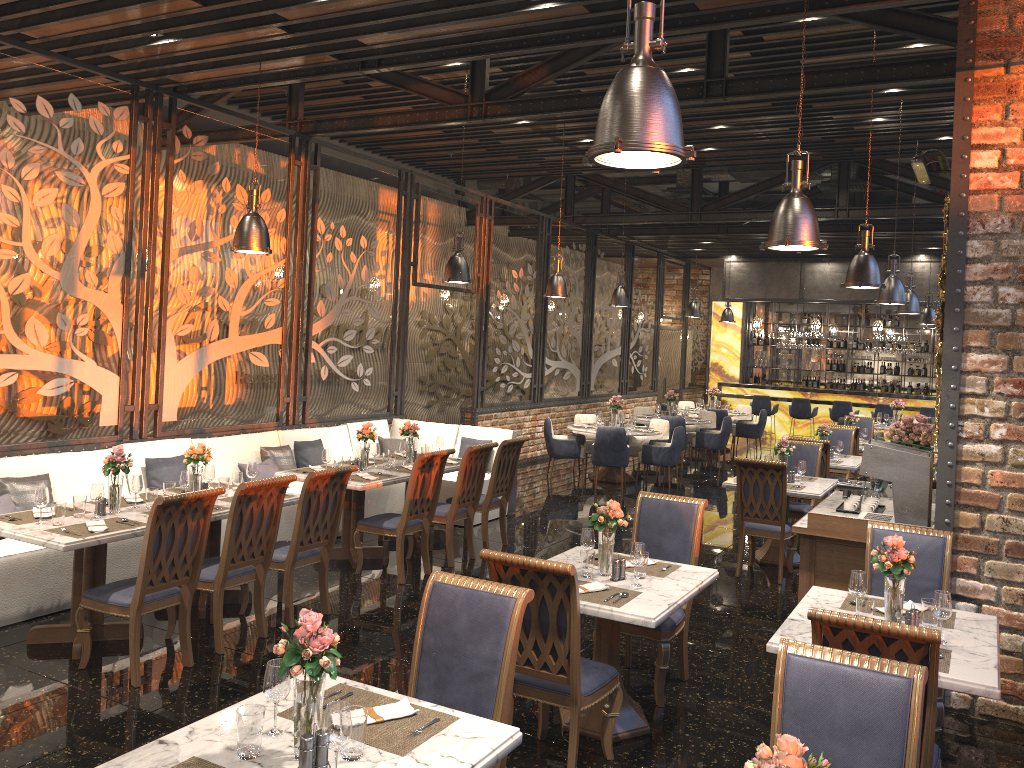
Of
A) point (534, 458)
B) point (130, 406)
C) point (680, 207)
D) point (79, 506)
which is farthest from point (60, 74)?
point (680, 207)

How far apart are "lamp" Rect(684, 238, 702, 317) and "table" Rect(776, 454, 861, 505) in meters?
7.2 m

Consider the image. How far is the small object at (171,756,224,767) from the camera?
2.50m

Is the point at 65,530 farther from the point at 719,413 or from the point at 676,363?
the point at 676,363

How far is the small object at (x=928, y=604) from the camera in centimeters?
399cm

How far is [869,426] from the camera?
13.1 meters

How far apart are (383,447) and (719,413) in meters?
8.1

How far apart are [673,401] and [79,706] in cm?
1172

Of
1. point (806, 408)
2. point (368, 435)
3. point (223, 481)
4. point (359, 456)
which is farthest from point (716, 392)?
point (223, 481)

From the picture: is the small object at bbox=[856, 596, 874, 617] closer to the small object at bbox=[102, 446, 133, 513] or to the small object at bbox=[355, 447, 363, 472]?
the small object at bbox=[102, 446, 133, 513]
